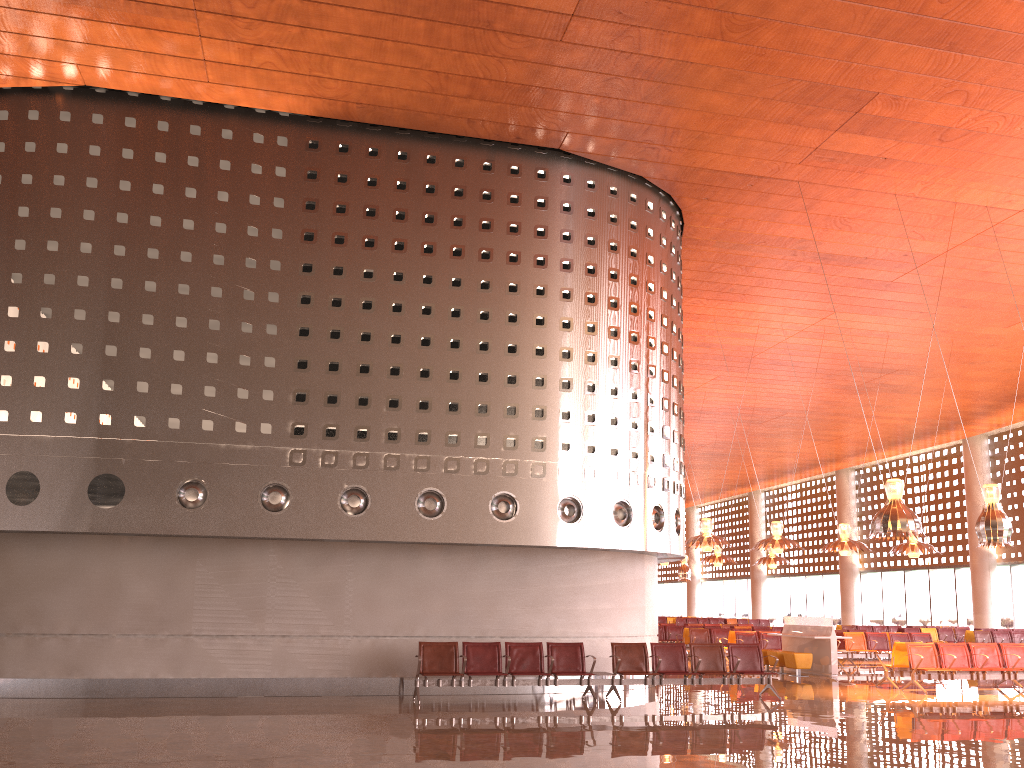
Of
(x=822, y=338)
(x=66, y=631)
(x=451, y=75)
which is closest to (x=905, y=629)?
(x=822, y=338)
